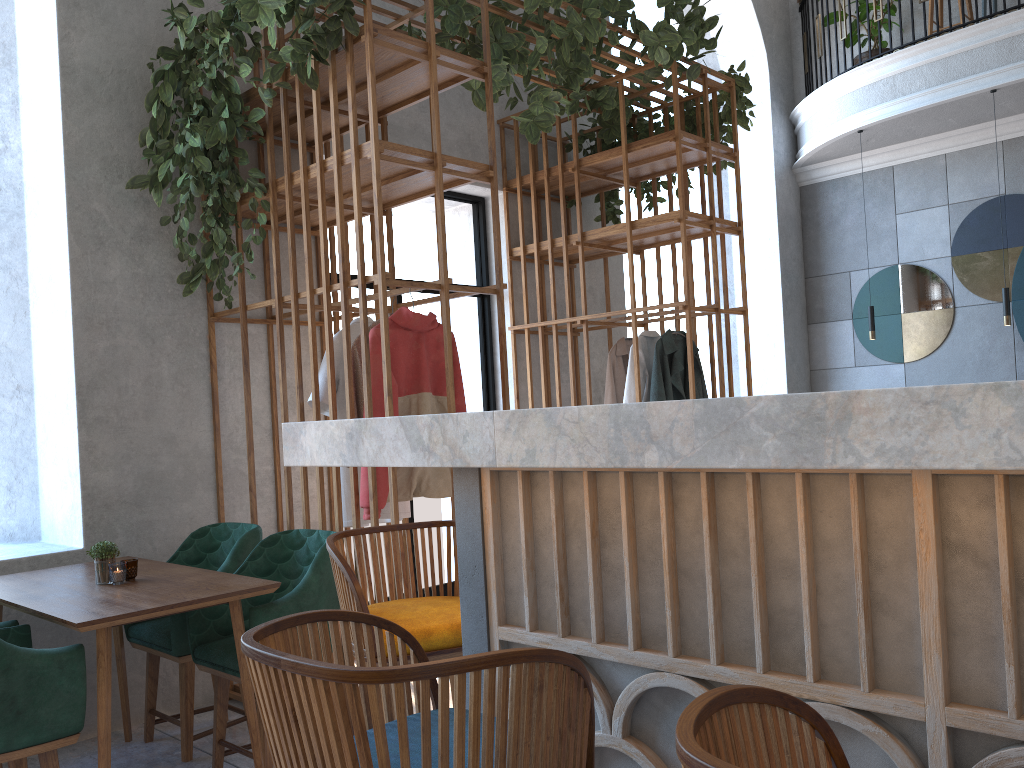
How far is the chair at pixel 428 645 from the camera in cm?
182

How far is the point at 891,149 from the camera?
8.1m

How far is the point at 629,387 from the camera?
5.1 meters

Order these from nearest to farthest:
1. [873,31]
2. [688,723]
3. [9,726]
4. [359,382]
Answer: [688,723] < [9,726] < [359,382] < [873,31]

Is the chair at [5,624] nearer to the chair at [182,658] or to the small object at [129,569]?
the small object at [129,569]

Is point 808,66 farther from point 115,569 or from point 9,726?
point 9,726

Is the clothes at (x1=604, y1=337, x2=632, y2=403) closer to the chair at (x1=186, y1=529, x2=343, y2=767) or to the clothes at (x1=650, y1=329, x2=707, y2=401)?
the clothes at (x1=650, y1=329, x2=707, y2=401)

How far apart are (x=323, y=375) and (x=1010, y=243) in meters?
6.4 m

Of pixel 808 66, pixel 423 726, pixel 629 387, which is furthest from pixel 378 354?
pixel 808 66

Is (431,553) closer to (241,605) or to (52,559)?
(241,605)
